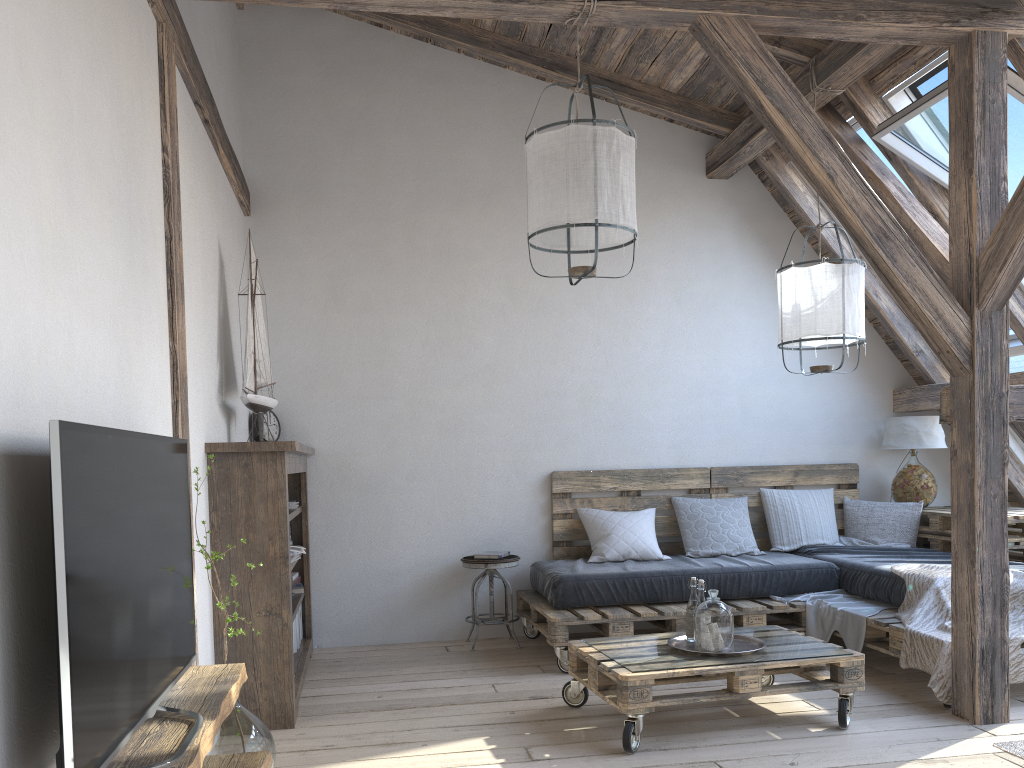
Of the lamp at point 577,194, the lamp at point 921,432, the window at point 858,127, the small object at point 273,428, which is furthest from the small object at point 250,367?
the lamp at point 921,432

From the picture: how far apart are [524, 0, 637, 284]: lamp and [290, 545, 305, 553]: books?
1.9 meters

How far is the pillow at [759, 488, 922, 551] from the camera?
5.3m

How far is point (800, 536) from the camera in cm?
531

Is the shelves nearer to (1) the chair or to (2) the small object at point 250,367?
(2) the small object at point 250,367

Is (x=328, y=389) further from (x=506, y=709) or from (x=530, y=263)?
(x=506, y=709)

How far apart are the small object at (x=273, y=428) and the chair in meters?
1.3 m

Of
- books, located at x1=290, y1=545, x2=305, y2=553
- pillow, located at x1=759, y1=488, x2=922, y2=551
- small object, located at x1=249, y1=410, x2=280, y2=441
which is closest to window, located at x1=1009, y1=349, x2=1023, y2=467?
pillow, located at x1=759, y1=488, x2=922, y2=551

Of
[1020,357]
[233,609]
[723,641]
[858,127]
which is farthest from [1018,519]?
[233,609]

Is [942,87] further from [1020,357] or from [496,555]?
[496,555]
